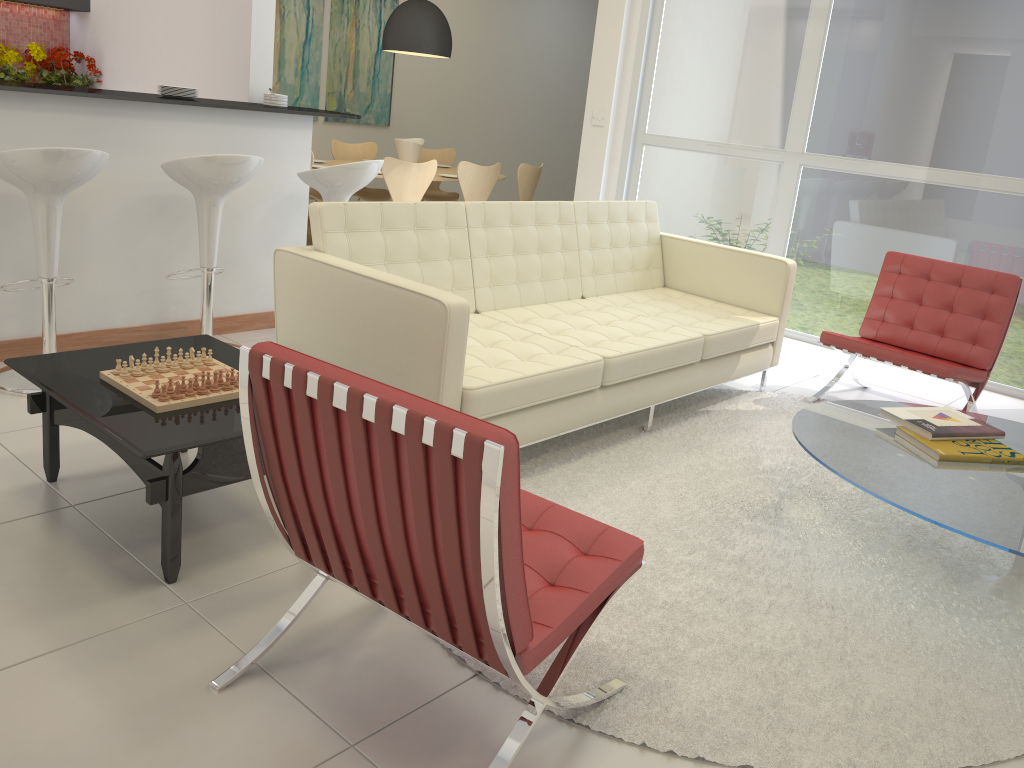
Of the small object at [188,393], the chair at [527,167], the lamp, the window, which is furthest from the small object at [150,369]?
the chair at [527,167]

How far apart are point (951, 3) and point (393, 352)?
4.3m

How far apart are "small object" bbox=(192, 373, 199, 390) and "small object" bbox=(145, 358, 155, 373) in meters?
0.2 m

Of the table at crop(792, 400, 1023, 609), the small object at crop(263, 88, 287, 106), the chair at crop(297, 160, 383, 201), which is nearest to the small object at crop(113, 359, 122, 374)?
the chair at crop(297, 160, 383, 201)

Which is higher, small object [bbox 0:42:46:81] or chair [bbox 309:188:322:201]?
small object [bbox 0:42:46:81]

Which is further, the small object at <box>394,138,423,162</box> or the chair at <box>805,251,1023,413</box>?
the small object at <box>394,138,423,162</box>

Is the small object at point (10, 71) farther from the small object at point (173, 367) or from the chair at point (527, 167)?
the small object at point (173, 367)

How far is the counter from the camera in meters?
3.7 m

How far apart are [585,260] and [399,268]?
1.3 meters

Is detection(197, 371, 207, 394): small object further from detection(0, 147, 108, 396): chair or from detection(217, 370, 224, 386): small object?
detection(0, 147, 108, 396): chair
